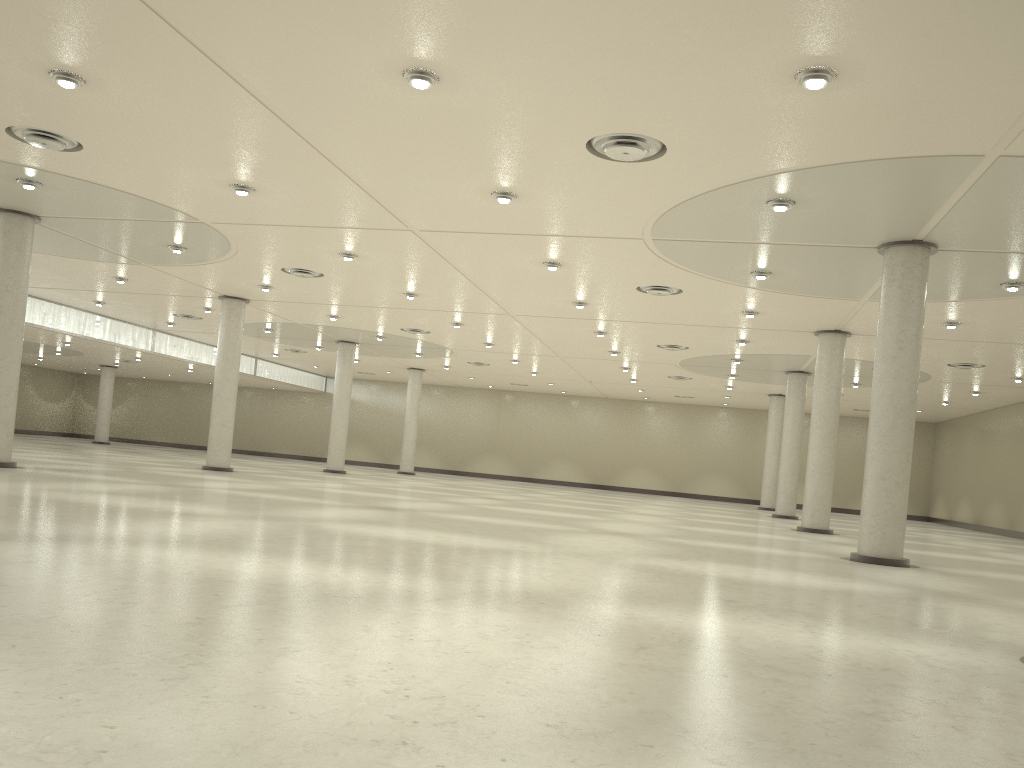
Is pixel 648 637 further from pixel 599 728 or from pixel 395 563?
pixel 395 563
